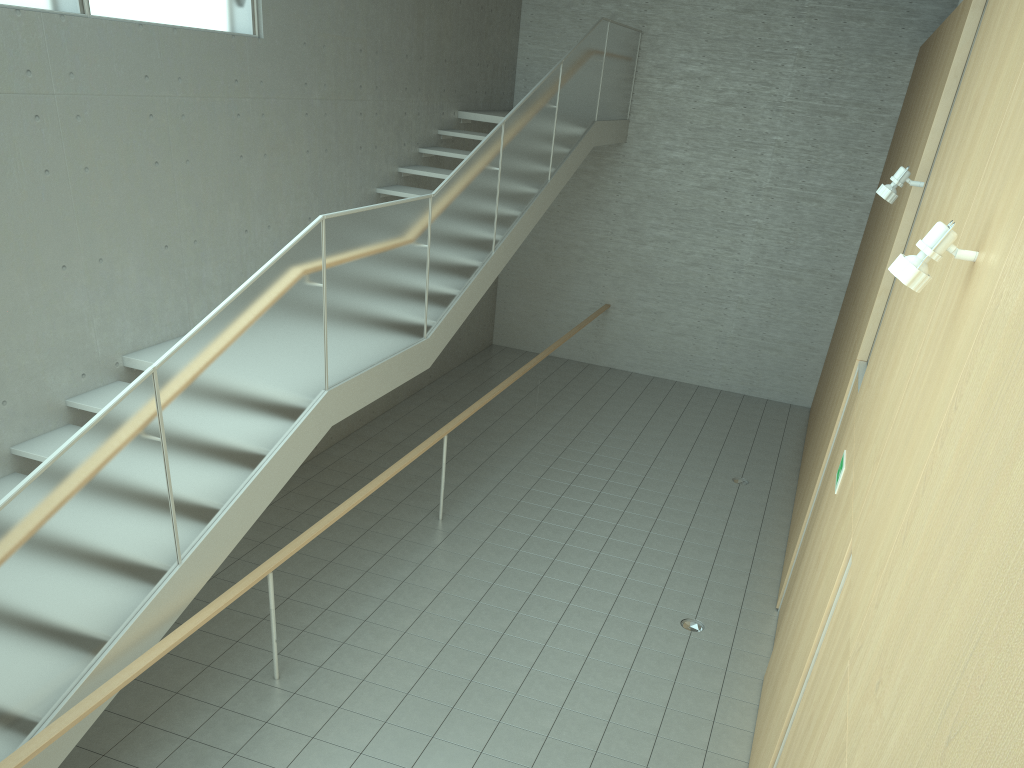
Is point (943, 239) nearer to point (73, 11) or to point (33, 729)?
point (33, 729)

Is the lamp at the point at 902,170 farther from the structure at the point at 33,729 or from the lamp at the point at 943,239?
the structure at the point at 33,729

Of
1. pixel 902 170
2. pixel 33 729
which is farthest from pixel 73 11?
pixel 902 170

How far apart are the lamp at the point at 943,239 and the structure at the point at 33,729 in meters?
3.2

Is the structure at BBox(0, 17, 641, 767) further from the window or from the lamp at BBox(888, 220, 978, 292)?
the lamp at BBox(888, 220, 978, 292)

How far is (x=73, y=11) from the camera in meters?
5.4

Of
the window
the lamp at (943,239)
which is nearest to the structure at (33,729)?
the window

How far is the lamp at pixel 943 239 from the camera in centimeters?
257cm

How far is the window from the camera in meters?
5.4 m

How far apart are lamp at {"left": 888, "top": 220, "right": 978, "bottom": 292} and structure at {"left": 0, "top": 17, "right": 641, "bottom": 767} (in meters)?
3.23
